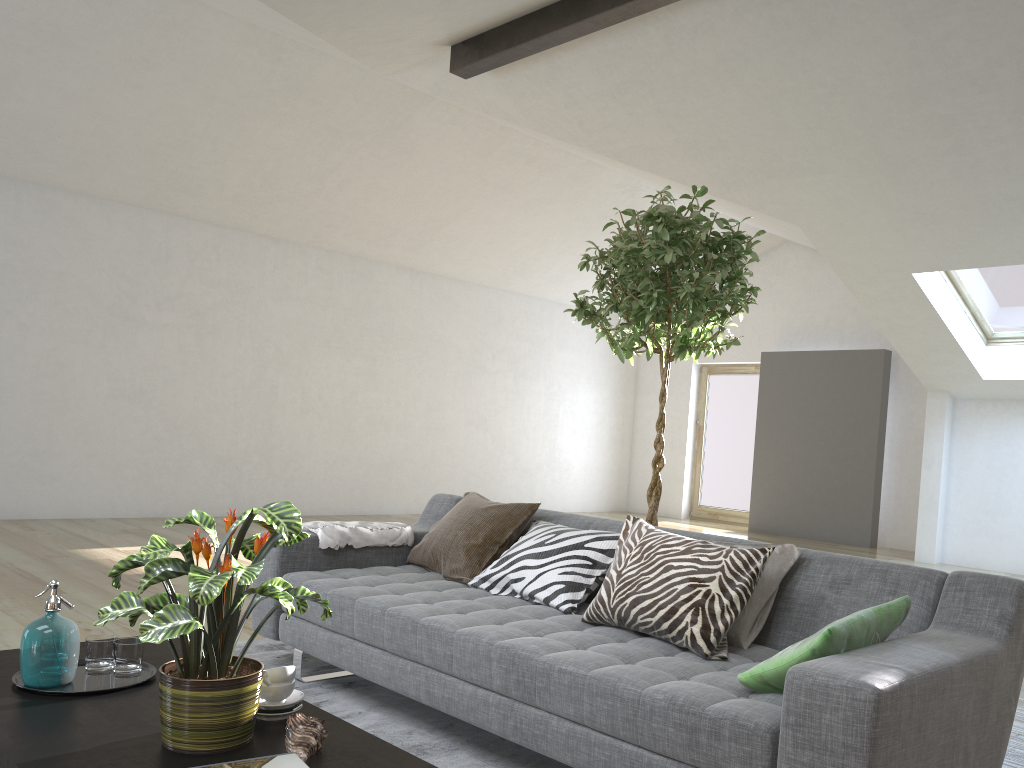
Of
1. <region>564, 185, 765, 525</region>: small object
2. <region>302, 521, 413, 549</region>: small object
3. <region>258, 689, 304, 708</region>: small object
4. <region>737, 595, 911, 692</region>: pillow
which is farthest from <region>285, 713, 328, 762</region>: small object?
<region>564, 185, 765, 525</region>: small object

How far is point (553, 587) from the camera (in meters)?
2.95

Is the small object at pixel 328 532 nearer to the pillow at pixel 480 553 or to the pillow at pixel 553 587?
the pillow at pixel 480 553

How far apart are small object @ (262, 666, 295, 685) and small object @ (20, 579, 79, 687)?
0.5m

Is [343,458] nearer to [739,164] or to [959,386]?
[739,164]

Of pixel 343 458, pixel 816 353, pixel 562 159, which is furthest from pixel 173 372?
pixel 816 353

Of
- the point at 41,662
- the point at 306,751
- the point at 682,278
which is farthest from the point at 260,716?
the point at 682,278

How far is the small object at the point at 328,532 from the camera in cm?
341

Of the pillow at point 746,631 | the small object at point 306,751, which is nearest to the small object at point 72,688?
the small object at point 306,751

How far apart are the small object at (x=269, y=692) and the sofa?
0.65m
